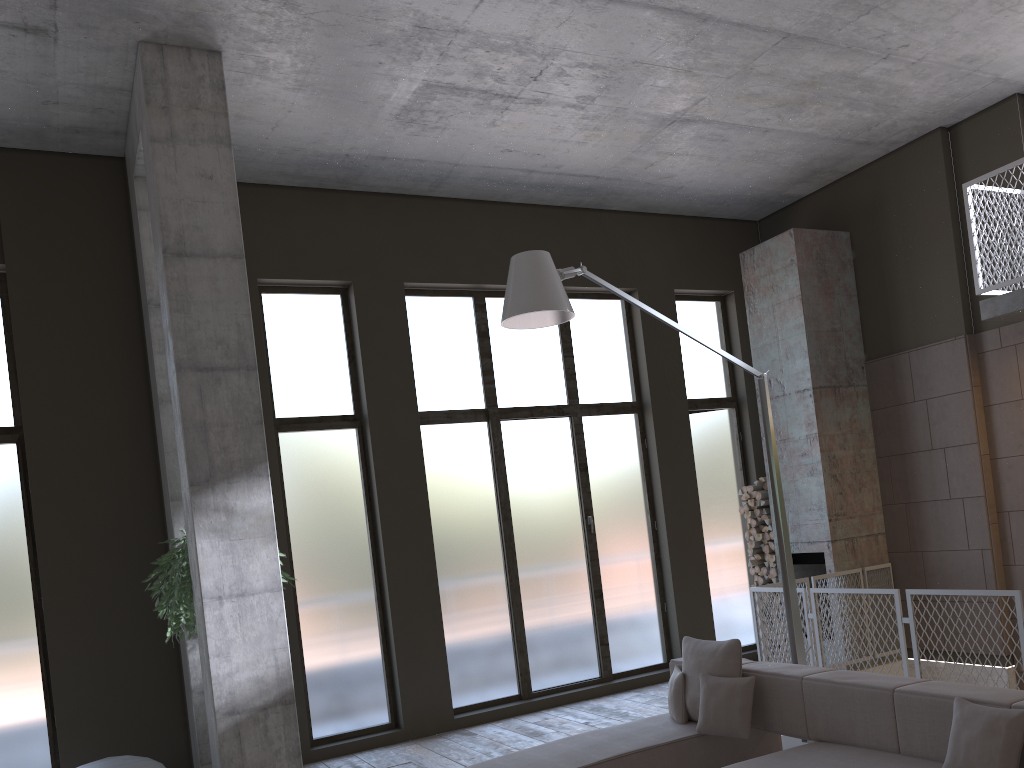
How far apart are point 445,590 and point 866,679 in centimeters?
452cm

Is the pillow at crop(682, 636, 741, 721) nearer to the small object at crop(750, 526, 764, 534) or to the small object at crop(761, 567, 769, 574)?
the small object at crop(761, 567, 769, 574)

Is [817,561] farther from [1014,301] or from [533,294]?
[533,294]

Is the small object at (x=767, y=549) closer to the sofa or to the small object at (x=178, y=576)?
the sofa

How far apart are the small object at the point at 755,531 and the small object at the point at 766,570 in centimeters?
43cm

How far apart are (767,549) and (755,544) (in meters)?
0.14

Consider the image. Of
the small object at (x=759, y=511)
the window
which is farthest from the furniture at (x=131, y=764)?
the small object at (x=759, y=511)

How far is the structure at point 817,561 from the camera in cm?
904

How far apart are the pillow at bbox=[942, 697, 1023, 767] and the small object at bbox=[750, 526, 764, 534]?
5.8m

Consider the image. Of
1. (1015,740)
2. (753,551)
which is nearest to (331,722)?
(753,551)
